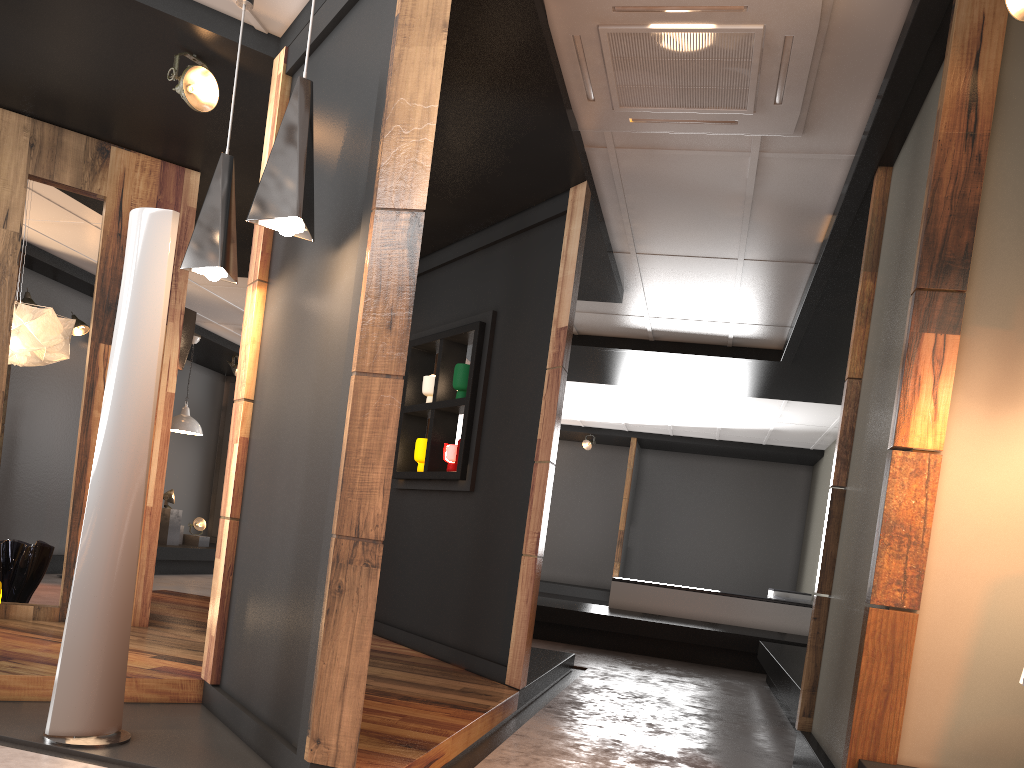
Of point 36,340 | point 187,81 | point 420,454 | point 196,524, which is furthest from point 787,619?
point 187,81

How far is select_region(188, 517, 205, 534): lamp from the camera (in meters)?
11.49

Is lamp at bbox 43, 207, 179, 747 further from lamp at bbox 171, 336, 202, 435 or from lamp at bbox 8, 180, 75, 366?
lamp at bbox 171, 336, 202, 435

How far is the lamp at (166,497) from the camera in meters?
10.9 m

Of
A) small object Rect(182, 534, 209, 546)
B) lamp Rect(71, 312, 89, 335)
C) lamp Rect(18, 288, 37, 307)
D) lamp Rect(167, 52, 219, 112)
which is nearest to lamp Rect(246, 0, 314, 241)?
lamp Rect(167, 52, 219, 112)

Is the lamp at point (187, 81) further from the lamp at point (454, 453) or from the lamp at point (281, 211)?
the lamp at point (454, 453)

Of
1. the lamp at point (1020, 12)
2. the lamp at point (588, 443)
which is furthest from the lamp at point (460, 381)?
the lamp at point (588, 443)

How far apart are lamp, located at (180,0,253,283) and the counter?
7.2m

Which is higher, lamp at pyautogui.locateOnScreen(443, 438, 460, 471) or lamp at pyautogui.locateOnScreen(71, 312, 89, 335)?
lamp at pyautogui.locateOnScreen(71, 312, 89, 335)

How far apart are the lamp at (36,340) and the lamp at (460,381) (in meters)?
2.58
